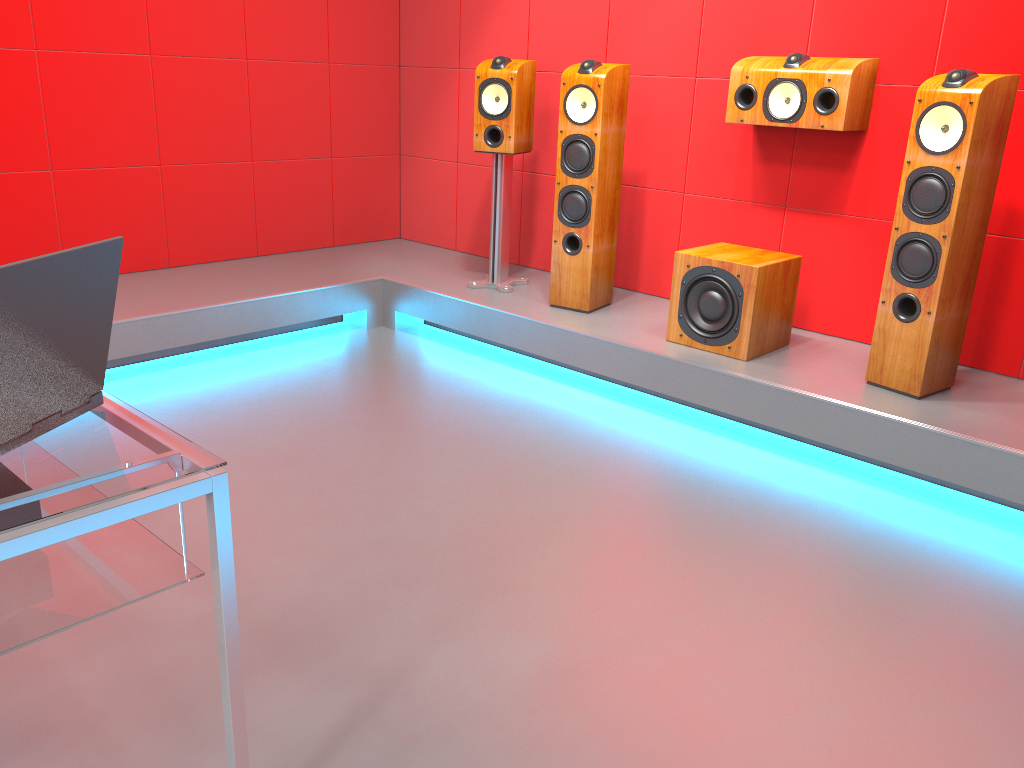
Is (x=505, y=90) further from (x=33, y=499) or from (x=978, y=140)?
(x=33, y=499)

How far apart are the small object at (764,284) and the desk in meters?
2.4

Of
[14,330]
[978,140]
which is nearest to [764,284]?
[978,140]

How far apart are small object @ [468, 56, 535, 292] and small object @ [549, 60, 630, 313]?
0.3m

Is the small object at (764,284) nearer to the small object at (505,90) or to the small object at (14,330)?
the small object at (505,90)

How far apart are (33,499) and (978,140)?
2.7 meters

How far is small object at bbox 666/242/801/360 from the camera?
3.3 meters

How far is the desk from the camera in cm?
114

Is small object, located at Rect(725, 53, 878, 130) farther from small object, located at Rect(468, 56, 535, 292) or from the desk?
the desk

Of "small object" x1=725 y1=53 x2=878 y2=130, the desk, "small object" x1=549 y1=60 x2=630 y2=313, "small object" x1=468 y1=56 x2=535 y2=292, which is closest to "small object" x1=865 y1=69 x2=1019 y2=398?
"small object" x1=725 y1=53 x2=878 y2=130
